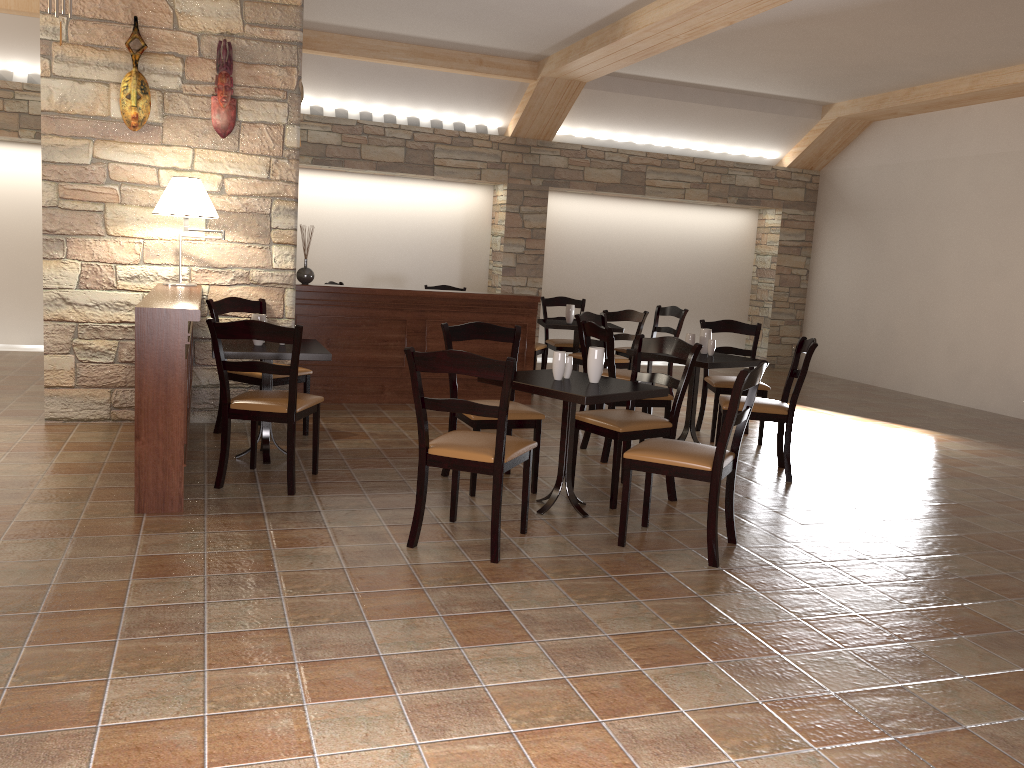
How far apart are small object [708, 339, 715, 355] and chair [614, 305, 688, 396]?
2.3m

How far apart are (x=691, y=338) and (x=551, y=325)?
2.08m

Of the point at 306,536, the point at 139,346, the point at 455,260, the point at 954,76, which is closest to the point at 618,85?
the point at 455,260

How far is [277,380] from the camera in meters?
5.4

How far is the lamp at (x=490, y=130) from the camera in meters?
9.9

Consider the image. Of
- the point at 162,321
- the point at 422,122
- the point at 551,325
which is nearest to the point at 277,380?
the point at 162,321

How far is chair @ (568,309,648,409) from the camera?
7.19m

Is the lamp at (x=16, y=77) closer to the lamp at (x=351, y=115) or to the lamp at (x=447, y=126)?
the lamp at (x=351, y=115)

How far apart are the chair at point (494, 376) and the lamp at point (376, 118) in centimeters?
642cm

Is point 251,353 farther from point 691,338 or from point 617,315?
point 617,315
